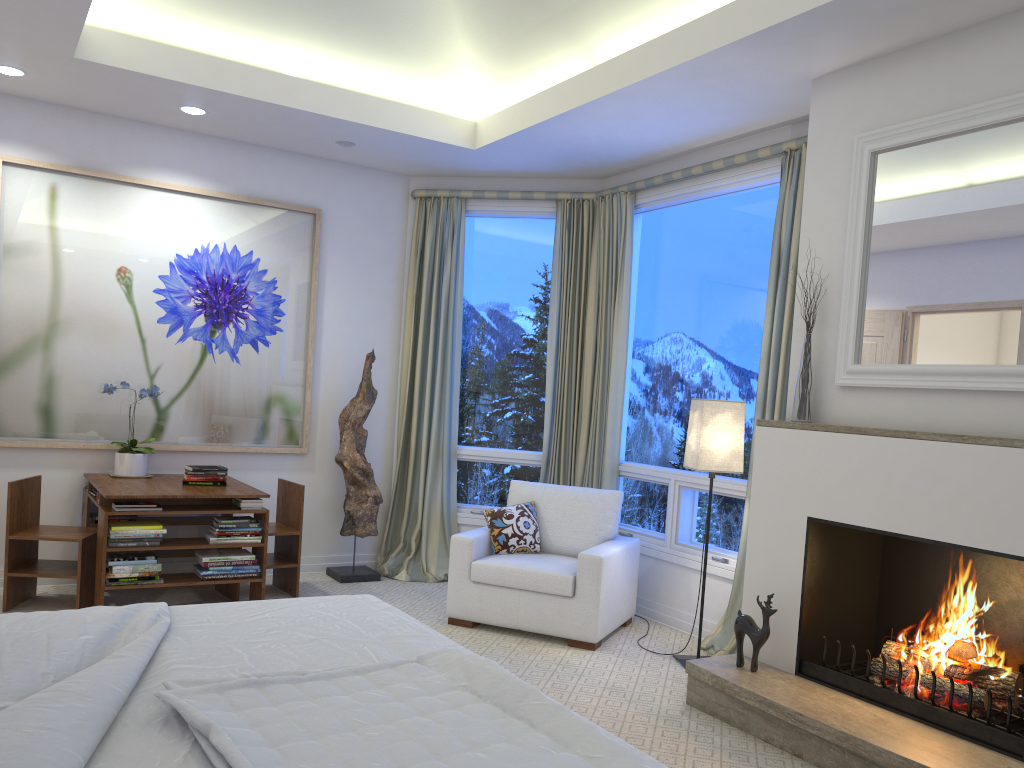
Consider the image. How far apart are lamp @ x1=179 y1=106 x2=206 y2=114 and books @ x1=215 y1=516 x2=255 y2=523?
2.1 meters

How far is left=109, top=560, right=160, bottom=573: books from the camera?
3.98m

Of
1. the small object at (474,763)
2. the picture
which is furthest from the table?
the small object at (474,763)

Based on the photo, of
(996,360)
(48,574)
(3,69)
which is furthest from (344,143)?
(996,360)

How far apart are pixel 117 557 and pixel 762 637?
2.81m

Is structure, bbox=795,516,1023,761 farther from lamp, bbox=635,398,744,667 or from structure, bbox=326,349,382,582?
structure, bbox=326,349,382,582

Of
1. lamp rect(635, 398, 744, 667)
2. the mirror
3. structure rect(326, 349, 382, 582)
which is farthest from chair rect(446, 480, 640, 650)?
the mirror

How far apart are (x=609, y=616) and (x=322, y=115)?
2.87m

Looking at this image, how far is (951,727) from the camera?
2.8m

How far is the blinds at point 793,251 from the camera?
4.0 meters
